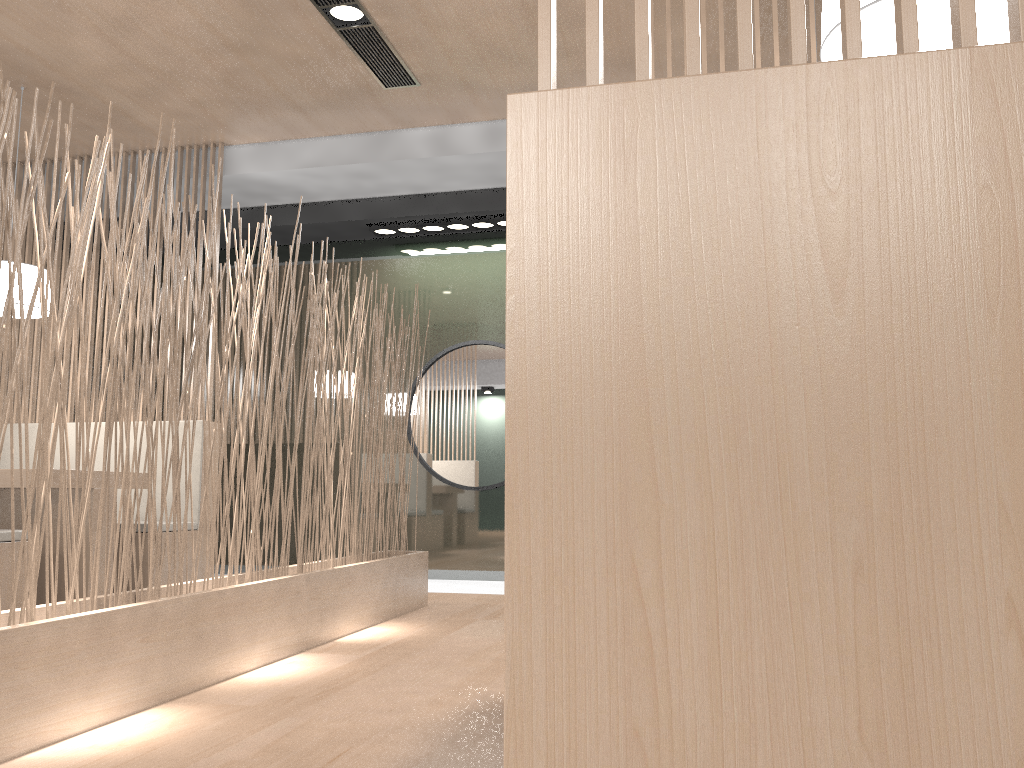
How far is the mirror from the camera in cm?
351

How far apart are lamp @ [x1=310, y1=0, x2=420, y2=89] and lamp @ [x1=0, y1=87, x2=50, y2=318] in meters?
1.2

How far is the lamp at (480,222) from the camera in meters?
3.4 m

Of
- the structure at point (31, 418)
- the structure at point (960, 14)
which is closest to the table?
the structure at point (31, 418)

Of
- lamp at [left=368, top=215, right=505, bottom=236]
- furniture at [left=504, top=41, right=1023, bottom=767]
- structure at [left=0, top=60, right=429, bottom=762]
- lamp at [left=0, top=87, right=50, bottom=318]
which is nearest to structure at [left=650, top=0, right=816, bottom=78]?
structure at [left=0, top=60, right=429, bottom=762]

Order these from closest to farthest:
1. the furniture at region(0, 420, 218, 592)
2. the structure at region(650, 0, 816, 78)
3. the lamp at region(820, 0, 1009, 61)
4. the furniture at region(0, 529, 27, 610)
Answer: the lamp at region(820, 0, 1009, 61), the structure at region(650, 0, 816, 78), the furniture at region(0, 529, 27, 610), the furniture at region(0, 420, 218, 592)

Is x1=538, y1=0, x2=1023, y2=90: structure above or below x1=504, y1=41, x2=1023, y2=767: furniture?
above

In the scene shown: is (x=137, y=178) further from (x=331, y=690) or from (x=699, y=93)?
(x=699, y=93)

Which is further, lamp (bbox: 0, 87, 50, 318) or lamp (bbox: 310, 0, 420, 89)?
lamp (bbox: 0, 87, 50, 318)

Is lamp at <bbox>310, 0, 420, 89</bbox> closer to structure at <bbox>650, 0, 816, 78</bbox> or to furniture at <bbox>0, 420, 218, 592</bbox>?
structure at <bbox>650, 0, 816, 78</bbox>
